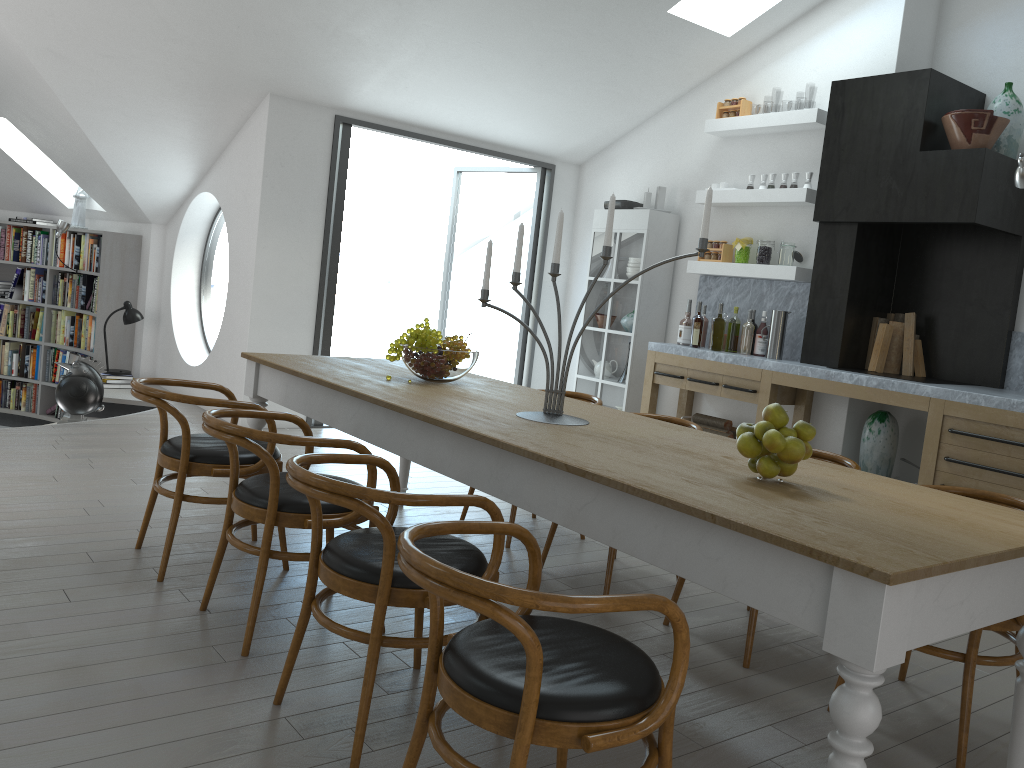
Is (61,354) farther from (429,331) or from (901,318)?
(901,318)

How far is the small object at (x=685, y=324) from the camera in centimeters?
673cm

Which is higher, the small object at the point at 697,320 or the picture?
the small object at the point at 697,320

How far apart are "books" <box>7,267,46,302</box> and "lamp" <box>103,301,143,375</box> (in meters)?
1.60

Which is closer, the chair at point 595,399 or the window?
the chair at point 595,399

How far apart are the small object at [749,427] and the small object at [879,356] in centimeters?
378cm

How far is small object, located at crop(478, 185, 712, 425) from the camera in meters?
3.0 m

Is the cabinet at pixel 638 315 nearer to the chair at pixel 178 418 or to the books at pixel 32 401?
the chair at pixel 178 418

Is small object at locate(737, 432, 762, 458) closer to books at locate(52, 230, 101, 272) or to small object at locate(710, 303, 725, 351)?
small object at locate(710, 303, 725, 351)

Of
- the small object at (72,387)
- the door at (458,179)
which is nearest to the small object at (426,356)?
the small object at (72,387)
